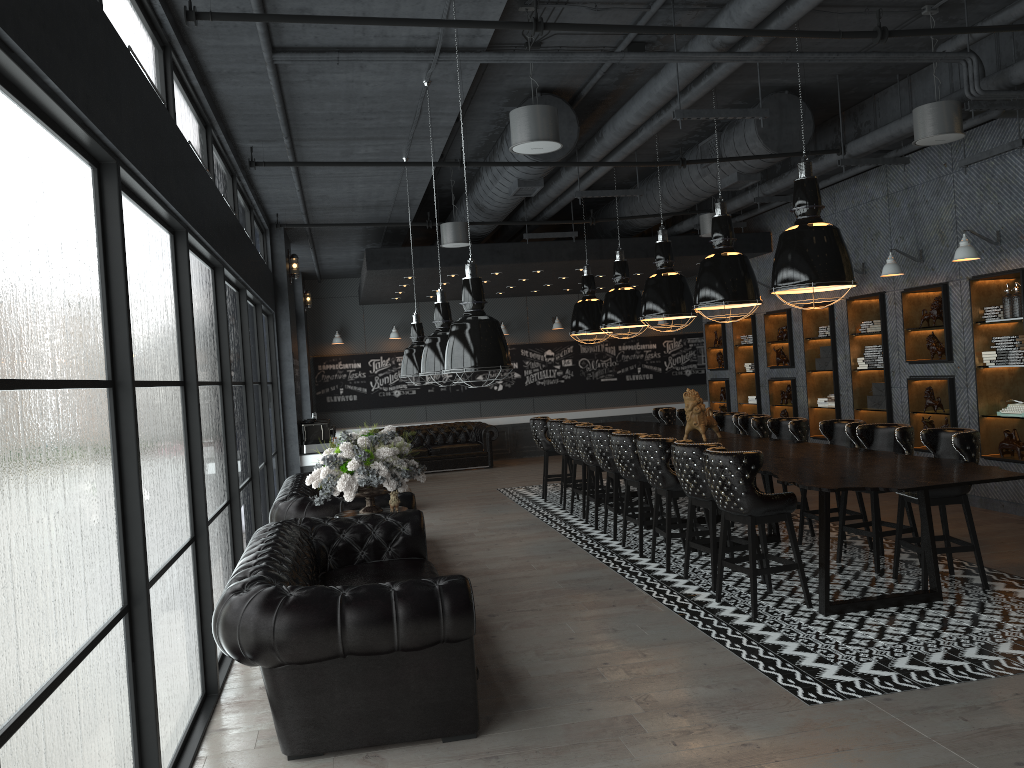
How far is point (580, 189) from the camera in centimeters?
1084cm

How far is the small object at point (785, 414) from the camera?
12.99m

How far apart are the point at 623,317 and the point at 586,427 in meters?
1.7

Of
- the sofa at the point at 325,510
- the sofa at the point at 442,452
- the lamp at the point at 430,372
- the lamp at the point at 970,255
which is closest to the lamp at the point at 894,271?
the lamp at the point at 970,255

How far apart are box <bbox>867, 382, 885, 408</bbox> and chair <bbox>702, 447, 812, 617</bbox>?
5.18m

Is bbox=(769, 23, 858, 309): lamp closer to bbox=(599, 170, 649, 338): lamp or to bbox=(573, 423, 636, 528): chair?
bbox=(573, 423, 636, 528): chair

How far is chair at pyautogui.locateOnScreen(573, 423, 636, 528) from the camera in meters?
9.4 m

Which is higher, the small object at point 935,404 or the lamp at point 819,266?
the lamp at point 819,266

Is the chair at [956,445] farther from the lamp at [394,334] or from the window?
the lamp at [394,334]

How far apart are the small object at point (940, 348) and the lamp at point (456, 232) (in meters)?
5.33
